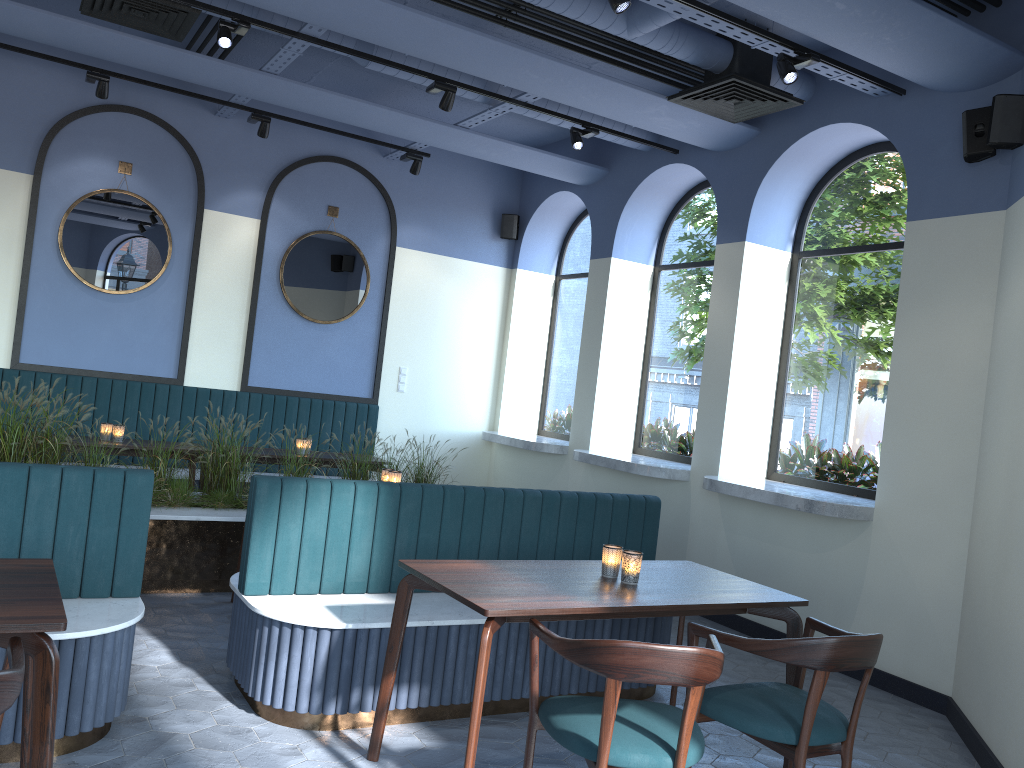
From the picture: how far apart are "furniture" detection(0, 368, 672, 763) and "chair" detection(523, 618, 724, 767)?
0.9m

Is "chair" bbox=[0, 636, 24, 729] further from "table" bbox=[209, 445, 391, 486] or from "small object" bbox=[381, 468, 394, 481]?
"table" bbox=[209, 445, 391, 486]

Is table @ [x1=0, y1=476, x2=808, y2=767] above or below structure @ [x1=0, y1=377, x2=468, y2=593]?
above

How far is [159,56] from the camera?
6.03m

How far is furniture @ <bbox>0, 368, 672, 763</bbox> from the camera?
3.3 meters

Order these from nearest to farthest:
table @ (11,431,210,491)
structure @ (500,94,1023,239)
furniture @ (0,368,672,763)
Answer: furniture @ (0,368,672,763) < structure @ (500,94,1023,239) < table @ (11,431,210,491)

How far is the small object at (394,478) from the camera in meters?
5.3 m

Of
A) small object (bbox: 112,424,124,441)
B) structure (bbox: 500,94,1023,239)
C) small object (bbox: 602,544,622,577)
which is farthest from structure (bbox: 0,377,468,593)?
structure (bbox: 500,94,1023,239)

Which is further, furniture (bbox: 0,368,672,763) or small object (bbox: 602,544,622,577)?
small object (bbox: 602,544,622,577)

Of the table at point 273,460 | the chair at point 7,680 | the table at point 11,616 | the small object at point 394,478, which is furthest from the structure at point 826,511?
the chair at point 7,680
